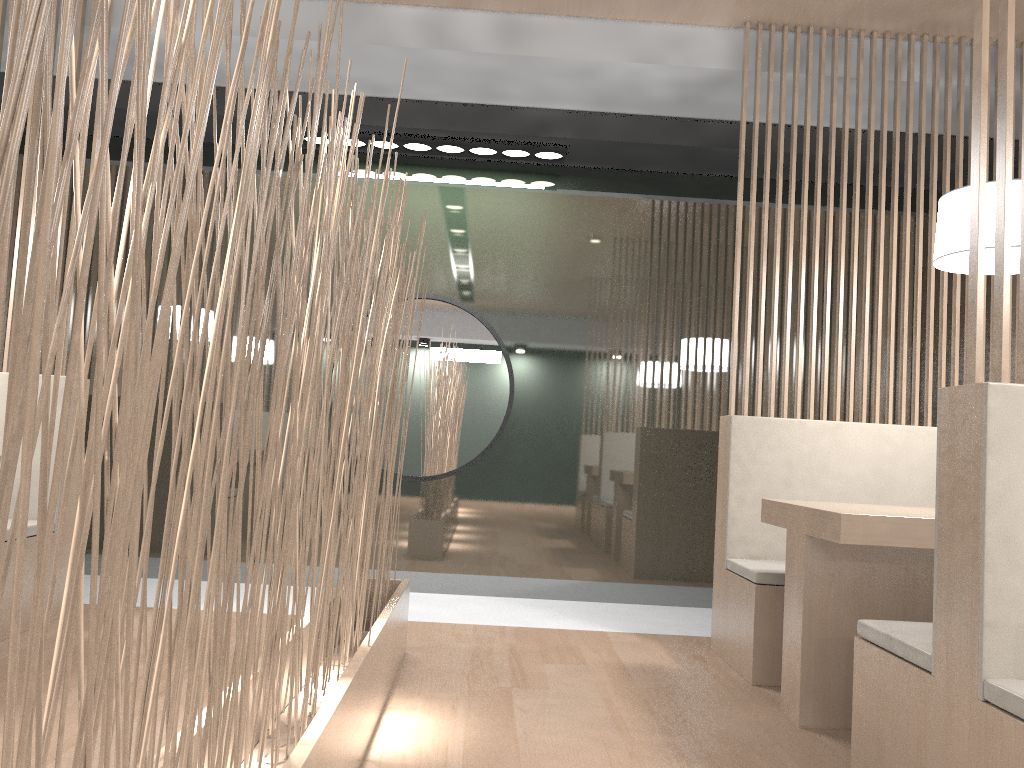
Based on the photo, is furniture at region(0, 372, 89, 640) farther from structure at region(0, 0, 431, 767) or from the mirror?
the mirror

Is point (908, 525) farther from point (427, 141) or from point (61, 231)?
point (61, 231)

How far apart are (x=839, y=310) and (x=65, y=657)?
2.1m

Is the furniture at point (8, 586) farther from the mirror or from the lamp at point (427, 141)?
the lamp at point (427, 141)

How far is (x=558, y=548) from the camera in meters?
2.8 m

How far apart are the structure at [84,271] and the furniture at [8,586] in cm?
74

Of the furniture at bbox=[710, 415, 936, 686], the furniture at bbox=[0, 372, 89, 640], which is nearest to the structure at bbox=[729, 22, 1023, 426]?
the furniture at bbox=[710, 415, 936, 686]

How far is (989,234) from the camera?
1.62m

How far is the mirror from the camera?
2.8m

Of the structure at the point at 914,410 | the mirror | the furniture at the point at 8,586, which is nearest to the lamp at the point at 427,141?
the mirror
